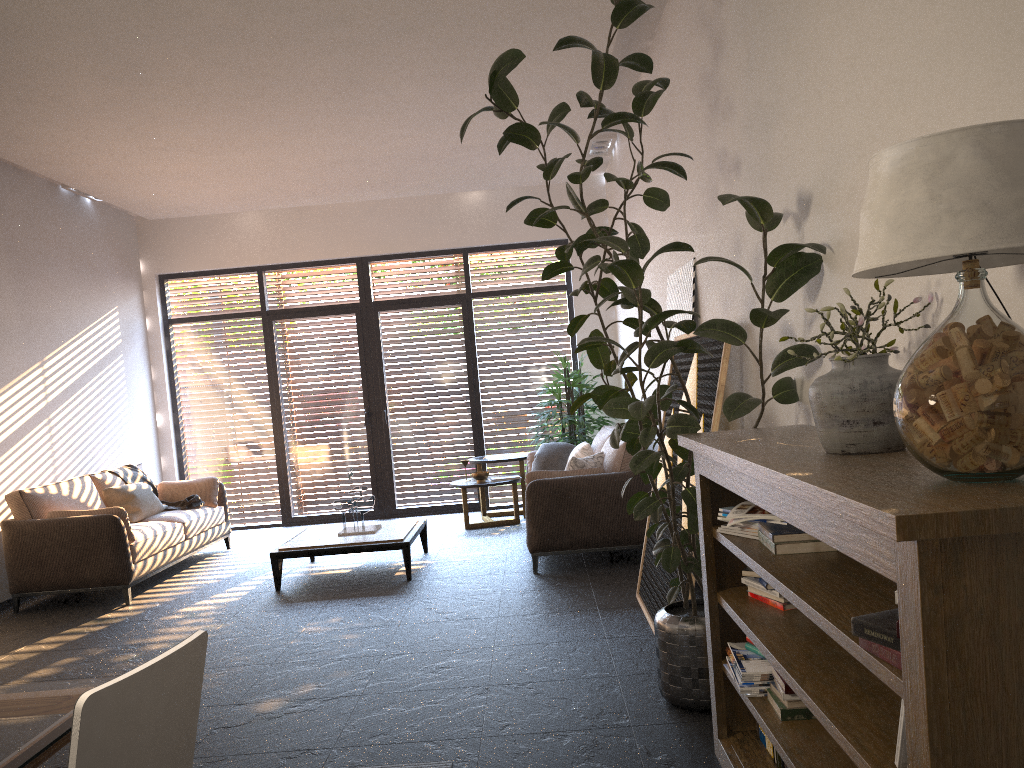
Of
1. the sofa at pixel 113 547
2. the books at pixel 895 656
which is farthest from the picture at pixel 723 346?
the sofa at pixel 113 547

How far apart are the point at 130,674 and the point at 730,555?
2.09m

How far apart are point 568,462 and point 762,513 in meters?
3.9

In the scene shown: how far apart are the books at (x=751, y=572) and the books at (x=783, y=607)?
0.1m

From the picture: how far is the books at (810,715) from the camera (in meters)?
2.51

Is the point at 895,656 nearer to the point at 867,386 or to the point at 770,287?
the point at 867,386

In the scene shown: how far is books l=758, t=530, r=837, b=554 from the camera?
2.5m

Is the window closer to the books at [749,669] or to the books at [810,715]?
the books at [749,669]

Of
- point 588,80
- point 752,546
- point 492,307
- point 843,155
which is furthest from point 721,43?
point 492,307

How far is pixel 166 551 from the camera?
7.2m
